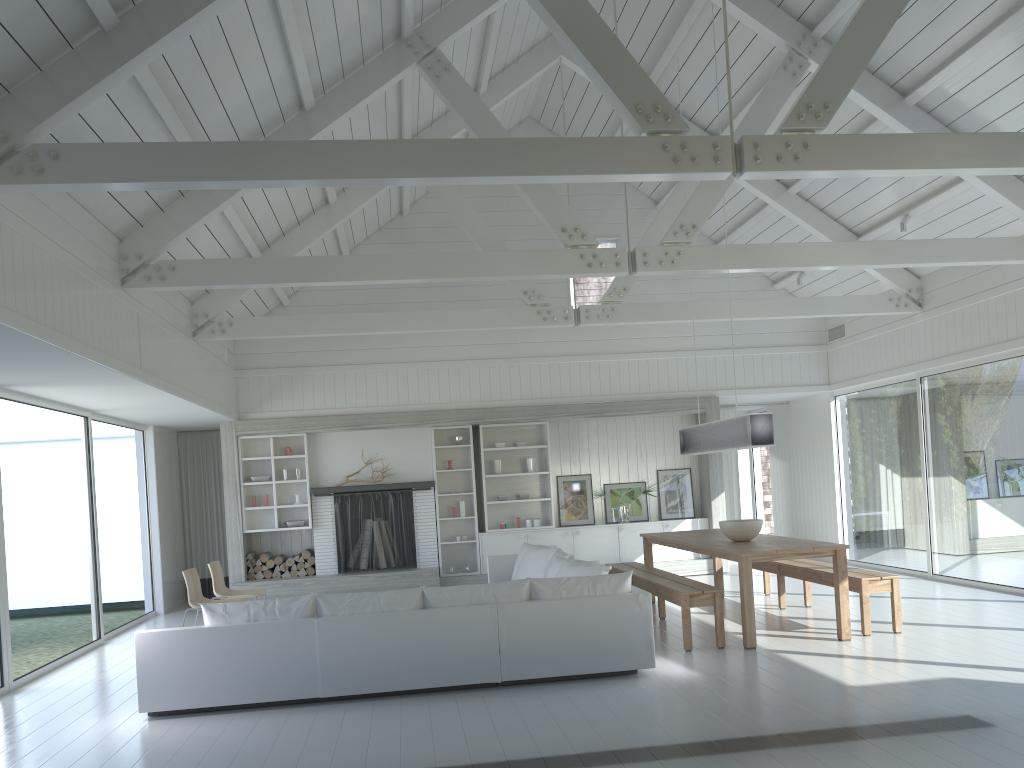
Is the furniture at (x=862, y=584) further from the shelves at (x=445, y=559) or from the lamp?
the shelves at (x=445, y=559)

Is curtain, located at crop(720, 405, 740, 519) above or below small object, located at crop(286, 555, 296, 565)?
above

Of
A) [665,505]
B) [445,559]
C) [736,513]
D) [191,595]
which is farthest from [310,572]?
[736,513]

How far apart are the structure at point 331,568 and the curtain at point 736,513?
4.7m

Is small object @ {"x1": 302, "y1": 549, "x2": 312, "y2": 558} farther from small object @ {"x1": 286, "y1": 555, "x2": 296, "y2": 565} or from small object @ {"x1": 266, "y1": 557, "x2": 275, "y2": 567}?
small object @ {"x1": 266, "y1": 557, "x2": 275, "y2": 567}

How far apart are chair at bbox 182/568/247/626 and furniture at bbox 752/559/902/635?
5.42m

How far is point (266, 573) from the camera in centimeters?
1126cm

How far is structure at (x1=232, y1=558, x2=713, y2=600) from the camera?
10.91m

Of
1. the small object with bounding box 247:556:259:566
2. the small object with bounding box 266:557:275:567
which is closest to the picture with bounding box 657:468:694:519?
the small object with bounding box 266:557:275:567

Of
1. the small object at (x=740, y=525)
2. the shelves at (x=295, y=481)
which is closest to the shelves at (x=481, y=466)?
the shelves at (x=295, y=481)
